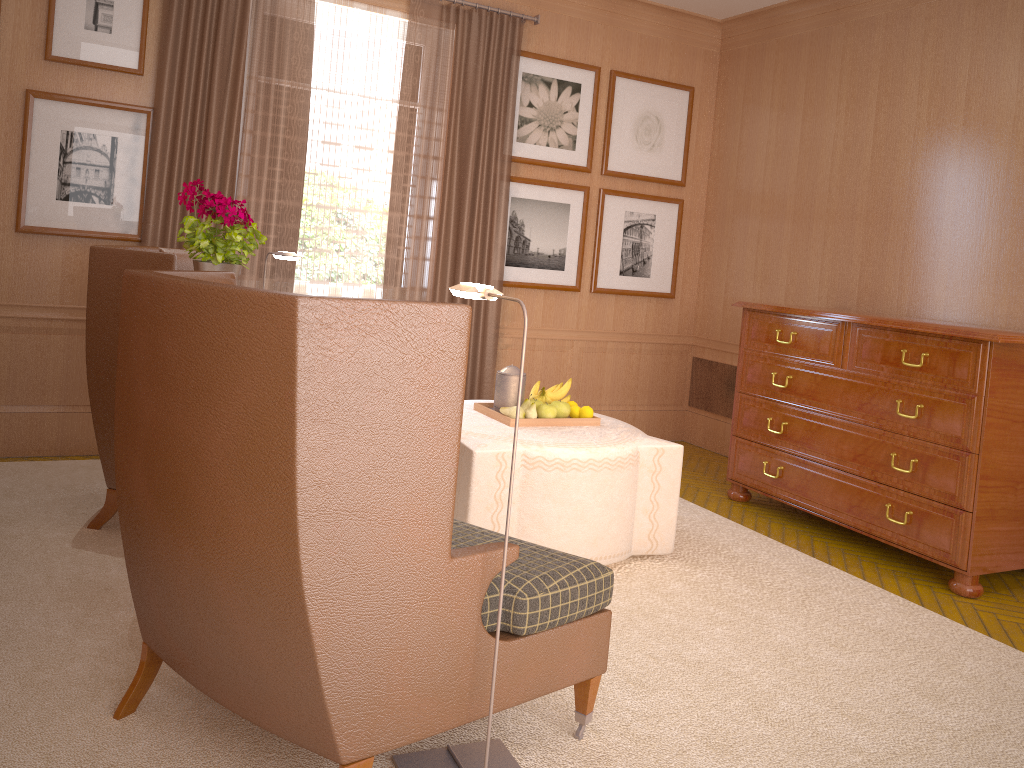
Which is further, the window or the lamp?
the window

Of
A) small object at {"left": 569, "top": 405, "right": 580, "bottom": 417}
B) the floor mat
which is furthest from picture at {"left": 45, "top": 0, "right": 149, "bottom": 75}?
small object at {"left": 569, "top": 405, "right": 580, "bottom": 417}

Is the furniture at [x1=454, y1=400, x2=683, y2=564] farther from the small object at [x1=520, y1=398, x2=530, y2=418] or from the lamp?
the lamp

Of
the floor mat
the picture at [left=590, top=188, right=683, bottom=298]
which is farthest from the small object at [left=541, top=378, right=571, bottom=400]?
the picture at [left=590, top=188, right=683, bottom=298]

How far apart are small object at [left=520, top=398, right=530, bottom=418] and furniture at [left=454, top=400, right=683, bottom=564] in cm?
27

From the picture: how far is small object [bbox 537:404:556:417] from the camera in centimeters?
678cm

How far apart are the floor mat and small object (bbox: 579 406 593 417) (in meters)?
1.17

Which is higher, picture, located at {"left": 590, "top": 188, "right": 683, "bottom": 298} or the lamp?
picture, located at {"left": 590, "top": 188, "right": 683, "bottom": 298}

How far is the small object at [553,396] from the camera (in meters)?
7.11

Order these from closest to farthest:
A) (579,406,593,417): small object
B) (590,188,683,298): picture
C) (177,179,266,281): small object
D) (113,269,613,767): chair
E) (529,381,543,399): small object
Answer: (113,269,613,767): chair
(177,179,266,281): small object
(579,406,593,417): small object
(529,381,543,399): small object
(590,188,683,298): picture
